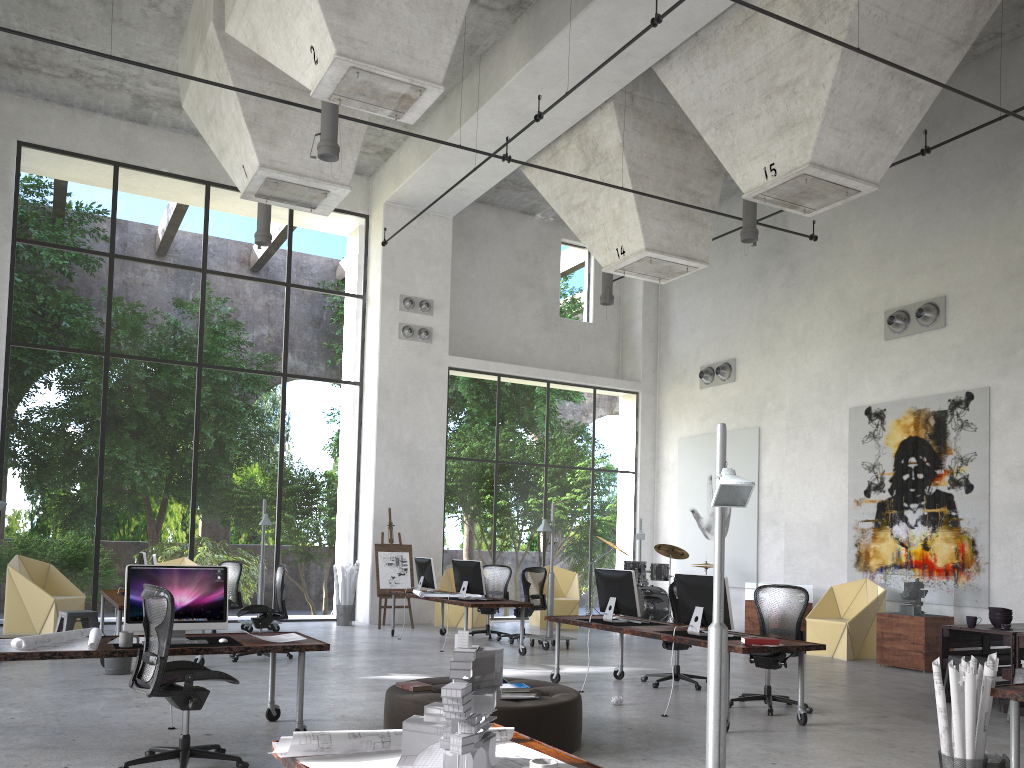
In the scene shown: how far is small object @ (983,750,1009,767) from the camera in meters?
5.2 m

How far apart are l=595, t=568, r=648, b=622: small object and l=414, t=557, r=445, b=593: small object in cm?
457

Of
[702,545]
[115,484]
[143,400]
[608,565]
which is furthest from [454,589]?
[608,565]

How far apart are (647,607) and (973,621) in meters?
7.2

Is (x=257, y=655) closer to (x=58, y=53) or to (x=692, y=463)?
(x=58, y=53)

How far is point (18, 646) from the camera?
5.6 meters

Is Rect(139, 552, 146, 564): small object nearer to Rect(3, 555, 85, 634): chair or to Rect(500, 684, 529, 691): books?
Rect(3, 555, 85, 634): chair

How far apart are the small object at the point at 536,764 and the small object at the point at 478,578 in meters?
9.4 m

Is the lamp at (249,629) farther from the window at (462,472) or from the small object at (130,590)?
the small object at (130,590)

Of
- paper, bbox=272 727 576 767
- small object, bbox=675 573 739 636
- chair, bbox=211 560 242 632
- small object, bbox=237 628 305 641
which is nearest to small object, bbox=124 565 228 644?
small object, bbox=237 628 305 641
